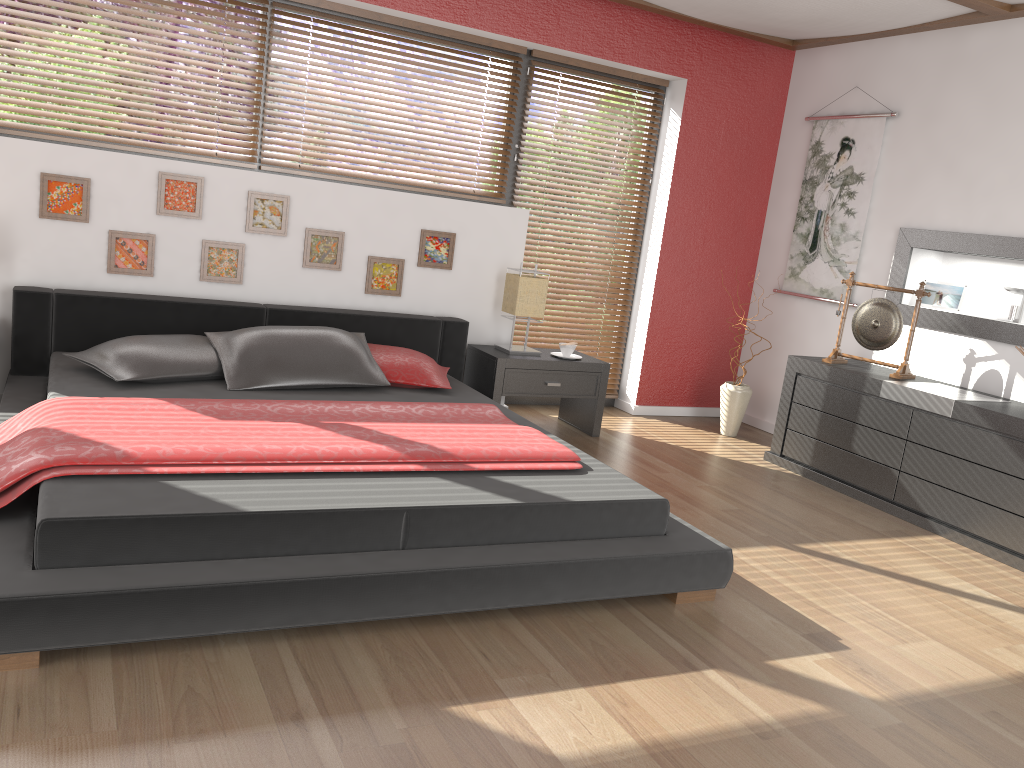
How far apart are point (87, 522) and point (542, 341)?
3.66m

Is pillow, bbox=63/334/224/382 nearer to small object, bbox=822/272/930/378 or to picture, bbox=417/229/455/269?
picture, bbox=417/229/455/269

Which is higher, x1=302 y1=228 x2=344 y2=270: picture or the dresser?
x1=302 y1=228 x2=344 y2=270: picture

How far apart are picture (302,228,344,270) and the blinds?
1.3 meters

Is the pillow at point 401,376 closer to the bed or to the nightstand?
the bed

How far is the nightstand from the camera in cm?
467

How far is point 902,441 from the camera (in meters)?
4.20

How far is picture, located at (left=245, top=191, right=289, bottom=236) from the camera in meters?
4.3

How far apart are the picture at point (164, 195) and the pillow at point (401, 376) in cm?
104

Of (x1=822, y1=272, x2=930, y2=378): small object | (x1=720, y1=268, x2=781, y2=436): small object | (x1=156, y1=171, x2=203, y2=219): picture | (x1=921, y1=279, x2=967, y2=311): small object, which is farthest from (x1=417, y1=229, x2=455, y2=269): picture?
(x1=921, y1=279, x2=967, y2=311): small object
